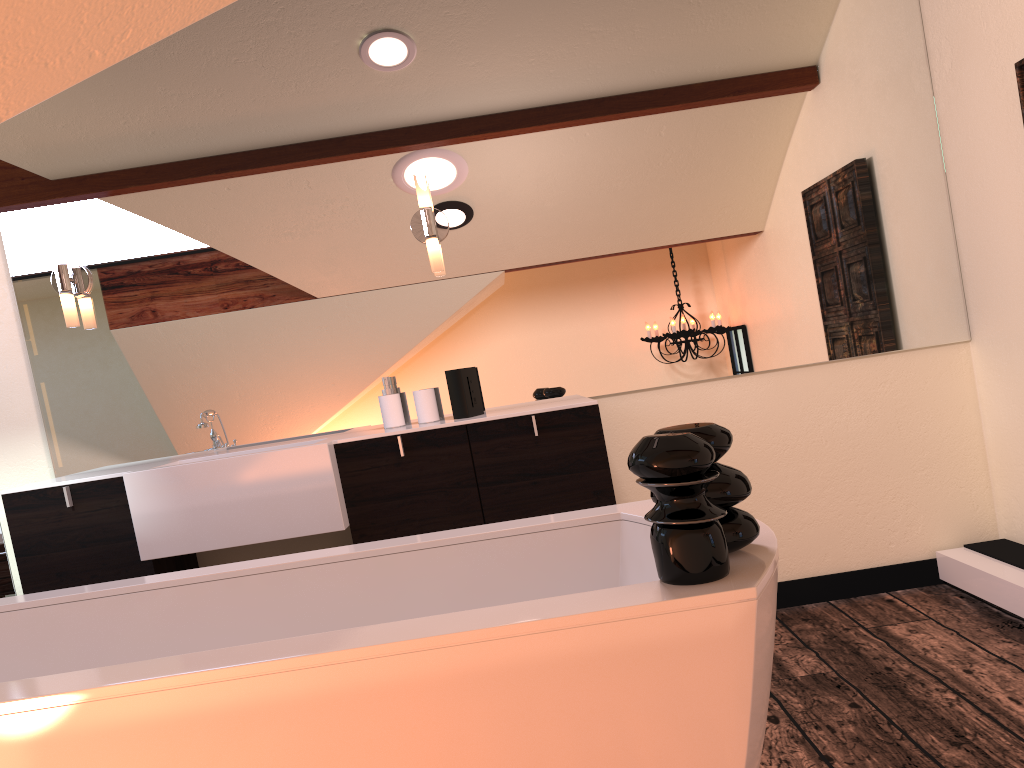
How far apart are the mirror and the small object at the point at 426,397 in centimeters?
14cm

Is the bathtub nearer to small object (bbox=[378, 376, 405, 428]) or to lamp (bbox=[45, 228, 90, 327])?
small object (bbox=[378, 376, 405, 428])

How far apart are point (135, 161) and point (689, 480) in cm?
259

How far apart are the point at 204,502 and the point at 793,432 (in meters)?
1.97

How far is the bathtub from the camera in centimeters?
115cm

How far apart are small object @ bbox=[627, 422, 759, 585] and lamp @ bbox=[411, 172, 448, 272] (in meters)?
1.78

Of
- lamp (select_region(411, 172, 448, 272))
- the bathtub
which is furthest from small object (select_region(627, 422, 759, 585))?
lamp (select_region(411, 172, 448, 272))

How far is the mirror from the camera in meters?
3.1 m

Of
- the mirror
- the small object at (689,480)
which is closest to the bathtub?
the small object at (689,480)

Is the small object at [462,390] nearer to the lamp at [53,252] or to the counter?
the counter
